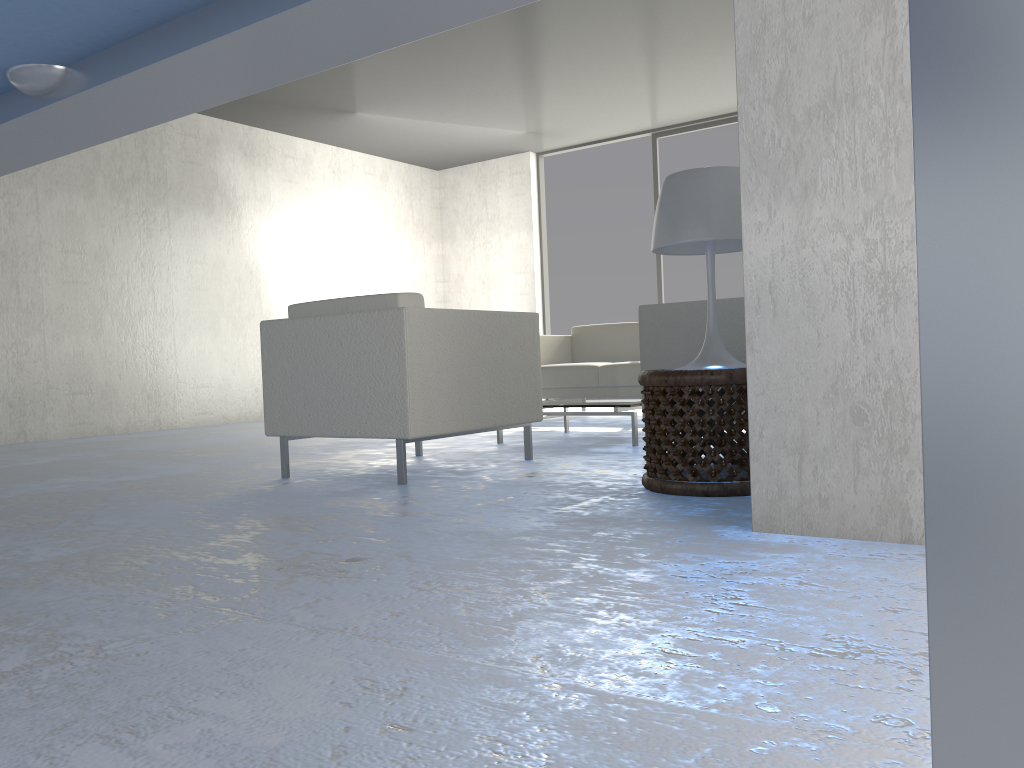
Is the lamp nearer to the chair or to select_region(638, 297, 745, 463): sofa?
select_region(638, 297, 745, 463): sofa

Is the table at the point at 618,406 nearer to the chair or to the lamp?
the chair

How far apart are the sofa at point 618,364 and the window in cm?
200

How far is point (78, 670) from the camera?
1.19m

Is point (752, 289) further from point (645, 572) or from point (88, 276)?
point (88, 276)

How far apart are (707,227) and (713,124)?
5.84m

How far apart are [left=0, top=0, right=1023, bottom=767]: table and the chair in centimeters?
165cm

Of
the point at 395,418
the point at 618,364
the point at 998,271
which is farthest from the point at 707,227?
the point at 618,364

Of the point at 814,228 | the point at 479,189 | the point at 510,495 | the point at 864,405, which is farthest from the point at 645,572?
the point at 479,189

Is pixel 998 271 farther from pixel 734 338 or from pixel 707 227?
pixel 734 338
